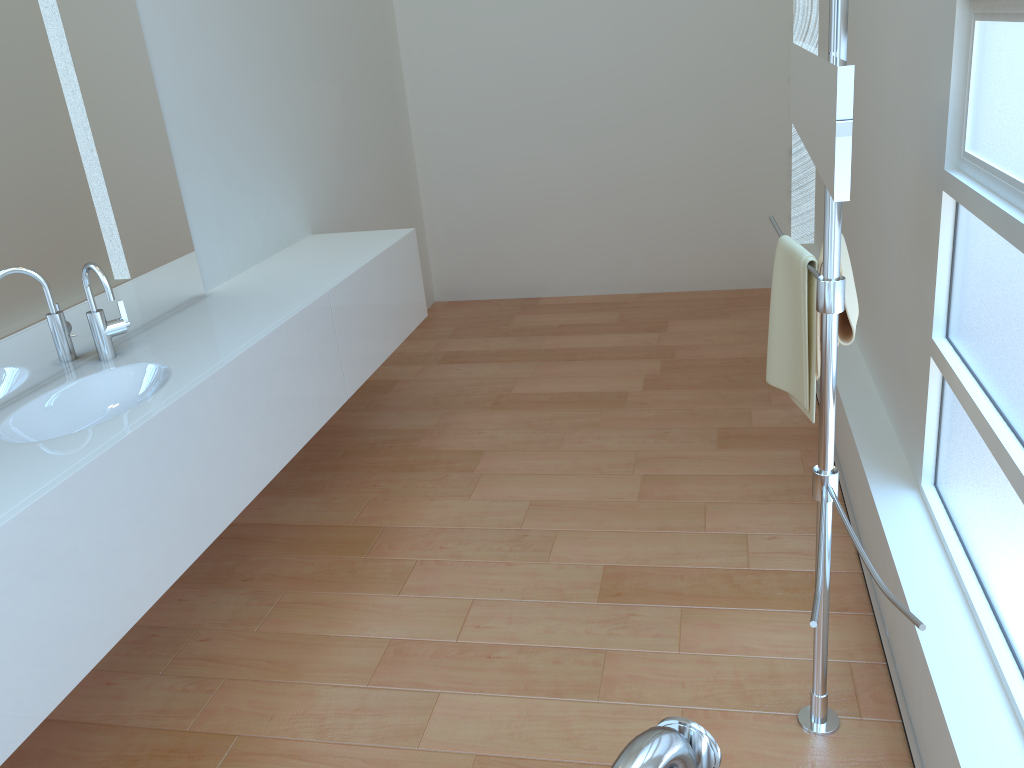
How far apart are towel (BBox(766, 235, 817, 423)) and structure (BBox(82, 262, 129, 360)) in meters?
1.6 m

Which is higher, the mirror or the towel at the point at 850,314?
the mirror

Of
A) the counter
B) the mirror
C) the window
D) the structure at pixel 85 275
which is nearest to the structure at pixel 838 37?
the mirror

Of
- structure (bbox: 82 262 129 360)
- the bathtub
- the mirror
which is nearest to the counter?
structure (bbox: 82 262 129 360)

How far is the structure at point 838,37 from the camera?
1.40m

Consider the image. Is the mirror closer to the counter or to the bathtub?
the bathtub

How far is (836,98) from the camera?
1.12m

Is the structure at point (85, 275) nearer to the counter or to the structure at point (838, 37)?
the counter

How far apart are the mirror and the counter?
1.4m

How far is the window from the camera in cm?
162
